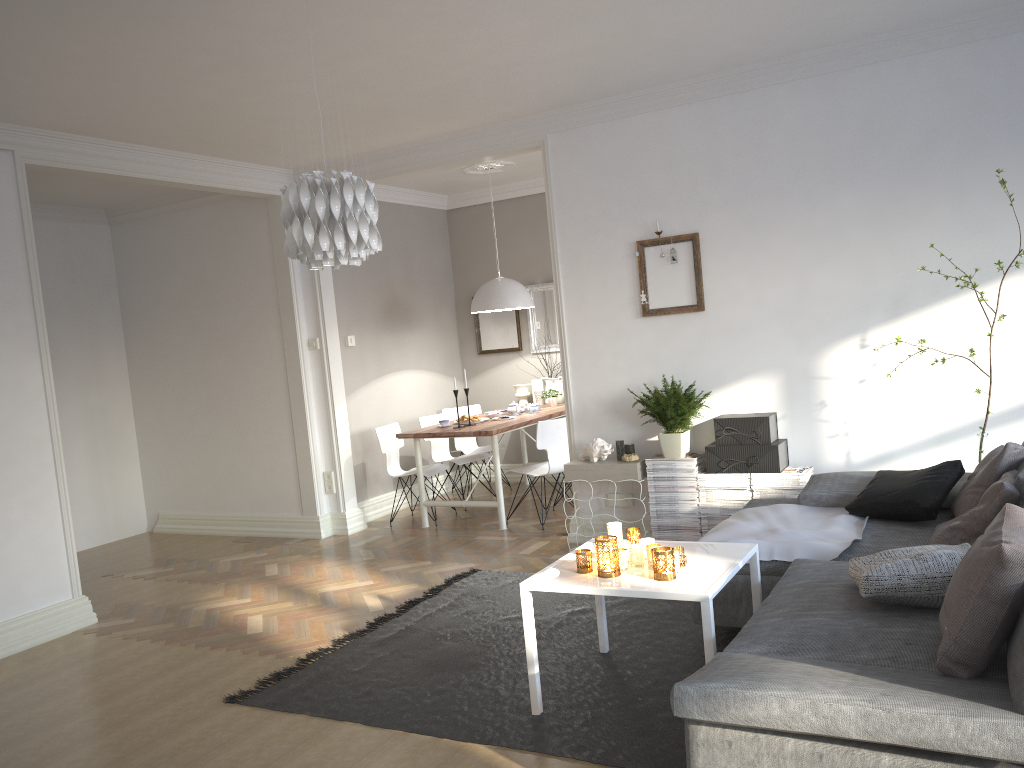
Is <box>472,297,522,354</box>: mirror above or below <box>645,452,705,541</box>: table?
above

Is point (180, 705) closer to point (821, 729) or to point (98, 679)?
point (98, 679)

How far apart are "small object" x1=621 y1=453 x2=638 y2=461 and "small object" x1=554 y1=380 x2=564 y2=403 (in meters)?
2.63

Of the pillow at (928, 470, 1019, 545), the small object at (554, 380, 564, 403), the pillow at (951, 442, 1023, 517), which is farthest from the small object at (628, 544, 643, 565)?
the small object at (554, 380, 564, 403)

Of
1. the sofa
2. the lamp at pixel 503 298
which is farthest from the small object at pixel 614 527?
the lamp at pixel 503 298

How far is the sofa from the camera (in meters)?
2.00

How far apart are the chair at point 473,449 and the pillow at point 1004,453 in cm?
471

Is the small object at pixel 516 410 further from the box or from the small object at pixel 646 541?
the small object at pixel 646 541

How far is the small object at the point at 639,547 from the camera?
3.3m

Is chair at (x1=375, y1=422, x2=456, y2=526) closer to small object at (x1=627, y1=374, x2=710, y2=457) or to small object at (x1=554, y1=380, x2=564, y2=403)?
small object at (x1=554, y1=380, x2=564, y2=403)
